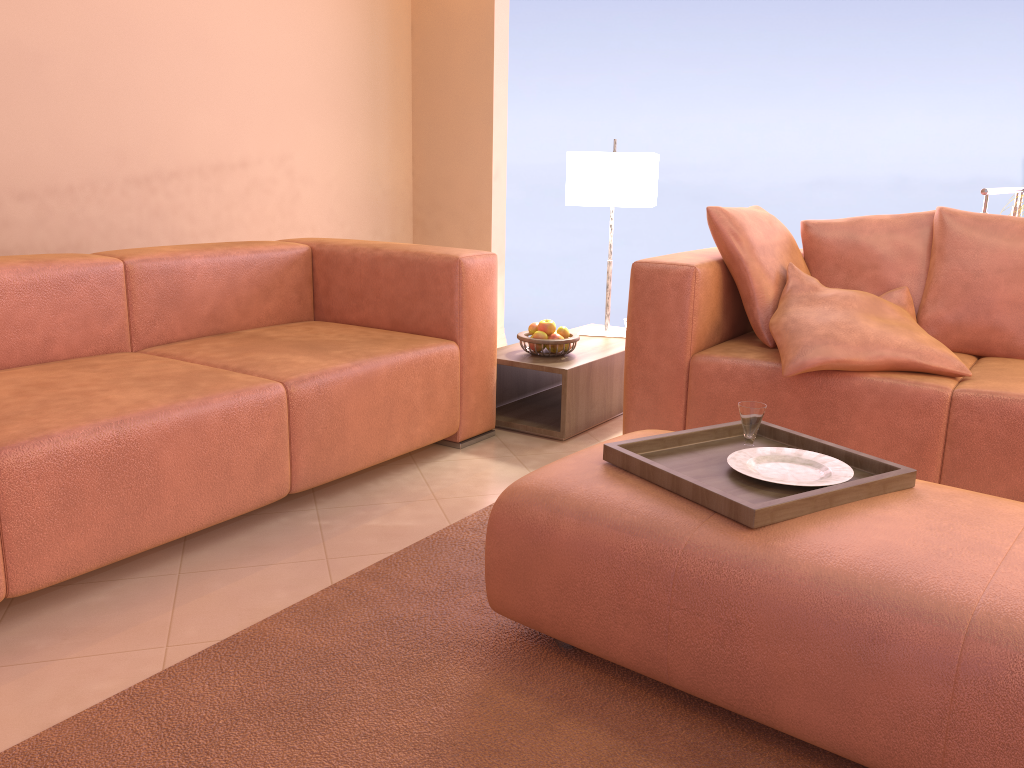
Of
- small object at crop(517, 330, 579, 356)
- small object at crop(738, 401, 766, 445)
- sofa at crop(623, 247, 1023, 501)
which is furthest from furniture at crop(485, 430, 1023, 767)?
small object at crop(517, 330, 579, 356)

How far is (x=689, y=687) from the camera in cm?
150

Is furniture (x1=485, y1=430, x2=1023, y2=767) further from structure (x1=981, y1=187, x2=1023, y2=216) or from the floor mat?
structure (x1=981, y1=187, x2=1023, y2=216)

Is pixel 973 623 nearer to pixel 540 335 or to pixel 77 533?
pixel 77 533

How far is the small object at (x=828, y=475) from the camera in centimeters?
172cm

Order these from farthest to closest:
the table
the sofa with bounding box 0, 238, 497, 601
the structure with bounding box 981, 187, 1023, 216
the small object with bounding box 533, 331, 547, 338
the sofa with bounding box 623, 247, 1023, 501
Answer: the structure with bounding box 981, 187, 1023, 216 < the small object with bounding box 533, 331, 547, 338 < the table < the sofa with bounding box 623, 247, 1023, 501 < the sofa with bounding box 0, 238, 497, 601

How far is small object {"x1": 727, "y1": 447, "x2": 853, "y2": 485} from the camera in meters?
1.7

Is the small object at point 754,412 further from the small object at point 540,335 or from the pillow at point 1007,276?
the small object at point 540,335

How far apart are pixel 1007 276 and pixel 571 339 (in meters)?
1.42

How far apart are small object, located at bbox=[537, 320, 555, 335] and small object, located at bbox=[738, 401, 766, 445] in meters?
1.4 m
